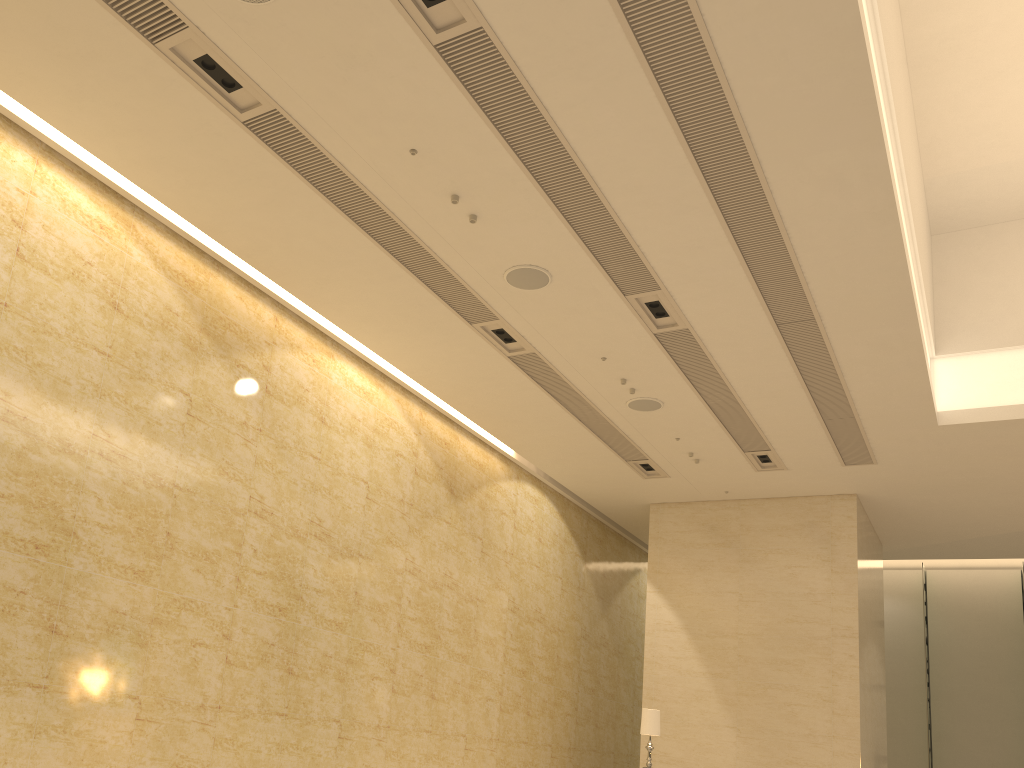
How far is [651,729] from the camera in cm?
1141

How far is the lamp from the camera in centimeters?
1141cm

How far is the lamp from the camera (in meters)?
11.41
